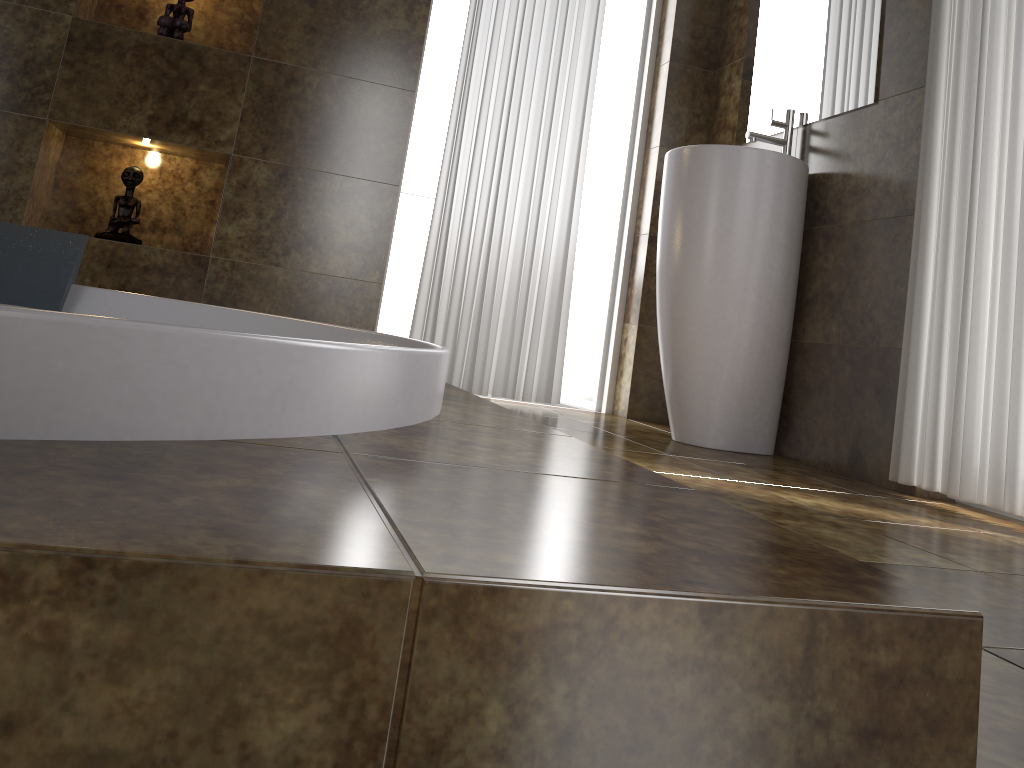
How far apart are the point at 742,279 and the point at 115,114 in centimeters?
205cm

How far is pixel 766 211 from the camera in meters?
2.5 m

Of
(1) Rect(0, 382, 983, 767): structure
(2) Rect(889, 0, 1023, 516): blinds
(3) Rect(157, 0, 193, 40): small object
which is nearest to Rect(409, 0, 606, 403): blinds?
(3) Rect(157, 0, 193, 40): small object

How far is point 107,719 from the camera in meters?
0.4

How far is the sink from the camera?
2.5 meters

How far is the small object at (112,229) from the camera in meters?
2.8 m

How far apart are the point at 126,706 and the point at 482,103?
2.9m

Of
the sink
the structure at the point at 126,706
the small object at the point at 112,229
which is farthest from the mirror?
the small object at the point at 112,229

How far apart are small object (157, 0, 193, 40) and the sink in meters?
1.6 m

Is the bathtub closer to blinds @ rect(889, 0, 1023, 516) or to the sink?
the sink
